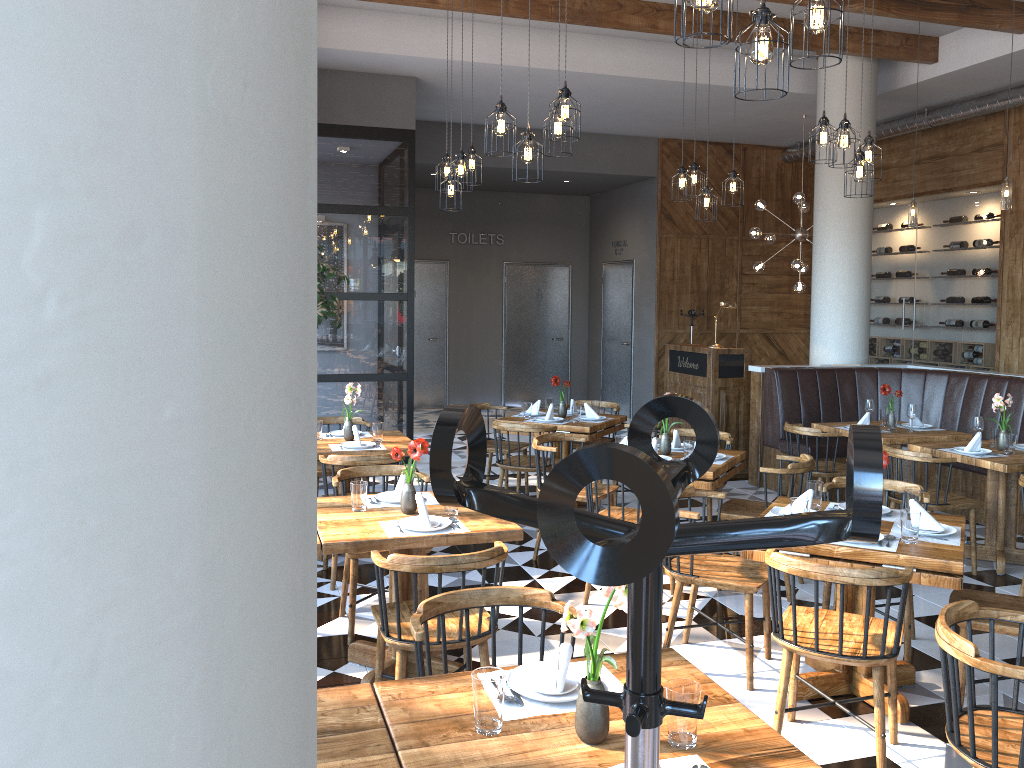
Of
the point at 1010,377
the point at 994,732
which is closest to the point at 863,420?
the point at 1010,377

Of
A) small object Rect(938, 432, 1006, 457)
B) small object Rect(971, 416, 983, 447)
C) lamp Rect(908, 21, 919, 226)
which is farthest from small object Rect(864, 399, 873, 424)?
lamp Rect(908, 21, 919, 226)

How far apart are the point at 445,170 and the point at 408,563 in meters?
4.6

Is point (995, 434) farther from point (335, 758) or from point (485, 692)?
point (335, 758)

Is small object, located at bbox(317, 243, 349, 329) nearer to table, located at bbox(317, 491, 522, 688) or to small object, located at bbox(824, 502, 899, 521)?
table, located at bbox(317, 491, 522, 688)

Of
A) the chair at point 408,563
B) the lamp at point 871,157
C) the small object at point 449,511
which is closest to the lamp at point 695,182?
the lamp at point 871,157

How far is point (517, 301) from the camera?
14.55m

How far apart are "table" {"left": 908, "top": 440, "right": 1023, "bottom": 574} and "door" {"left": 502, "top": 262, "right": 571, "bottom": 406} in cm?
881

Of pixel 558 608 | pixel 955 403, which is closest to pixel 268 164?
pixel 558 608

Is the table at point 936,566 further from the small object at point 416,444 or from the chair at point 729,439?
the chair at point 729,439
